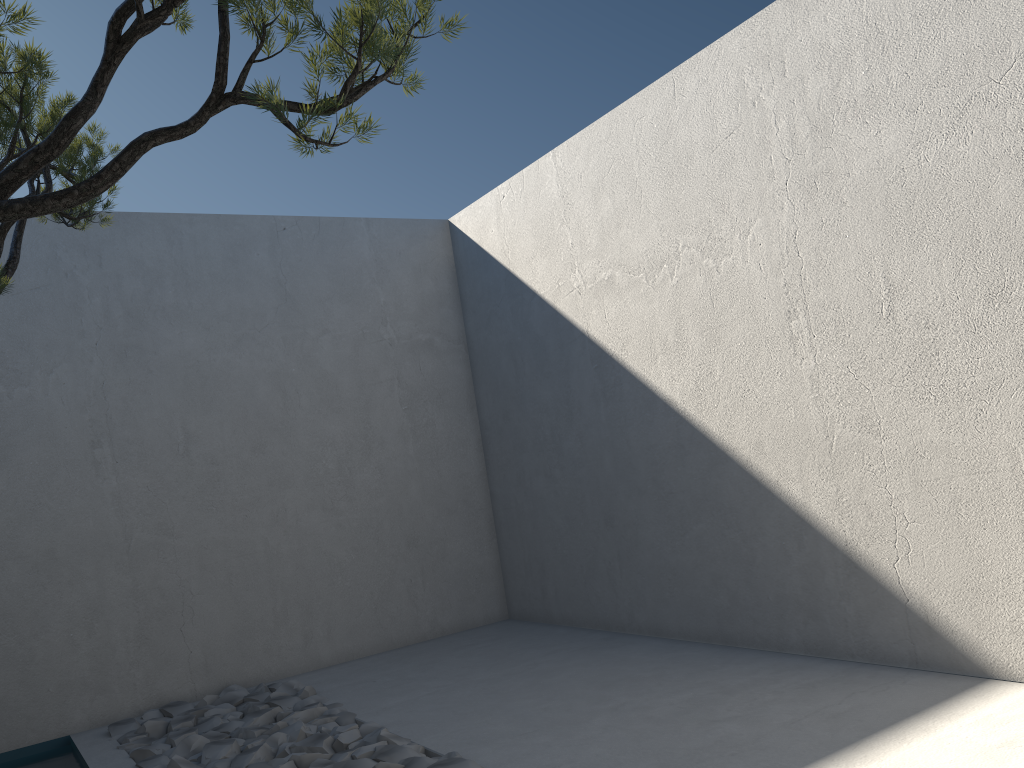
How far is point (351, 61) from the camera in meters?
1.4 m

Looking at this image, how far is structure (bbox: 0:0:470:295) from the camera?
1.42m

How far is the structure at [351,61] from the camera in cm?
142
